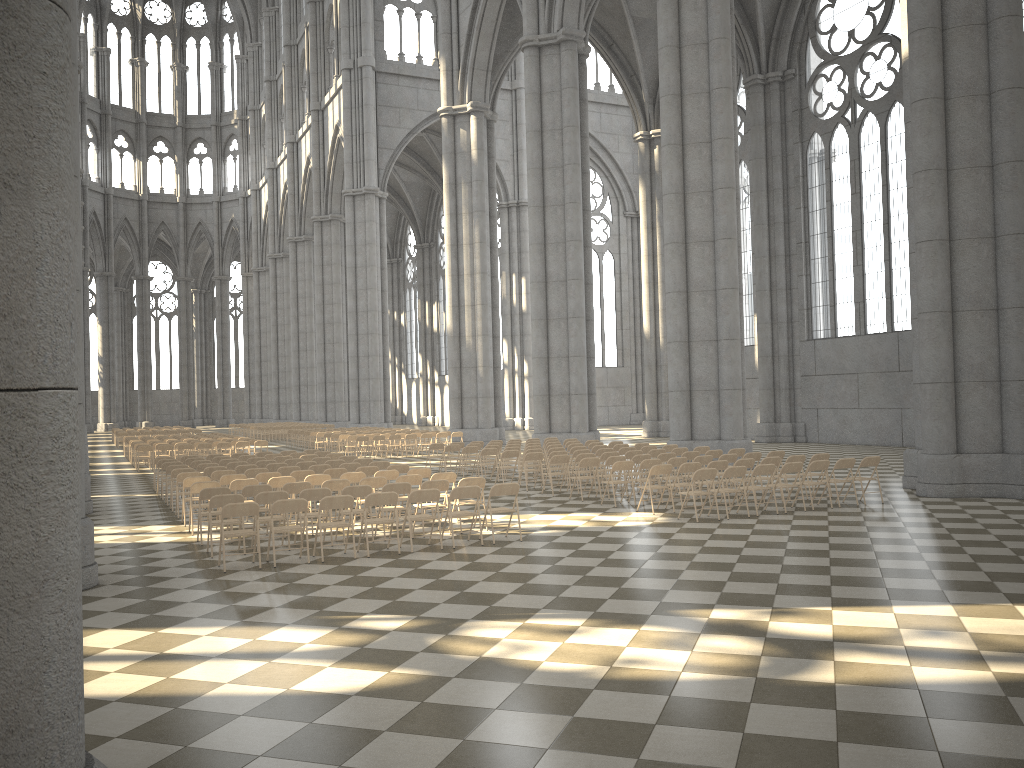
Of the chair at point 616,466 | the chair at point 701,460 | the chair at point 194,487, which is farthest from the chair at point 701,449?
the chair at point 194,487

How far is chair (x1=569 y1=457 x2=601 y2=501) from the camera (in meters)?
16.67

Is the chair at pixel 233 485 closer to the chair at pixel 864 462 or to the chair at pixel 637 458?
the chair at pixel 637 458

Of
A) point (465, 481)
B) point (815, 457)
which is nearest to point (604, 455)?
point (815, 457)

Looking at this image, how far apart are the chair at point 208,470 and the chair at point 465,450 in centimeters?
670cm

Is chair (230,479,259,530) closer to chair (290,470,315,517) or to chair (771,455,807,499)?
chair (290,470,315,517)

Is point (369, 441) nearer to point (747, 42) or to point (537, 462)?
point (537, 462)

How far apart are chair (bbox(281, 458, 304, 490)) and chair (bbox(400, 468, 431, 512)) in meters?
4.8

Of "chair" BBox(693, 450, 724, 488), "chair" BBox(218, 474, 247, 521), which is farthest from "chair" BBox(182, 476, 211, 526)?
"chair" BBox(693, 450, 724, 488)

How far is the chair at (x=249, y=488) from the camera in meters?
12.9
